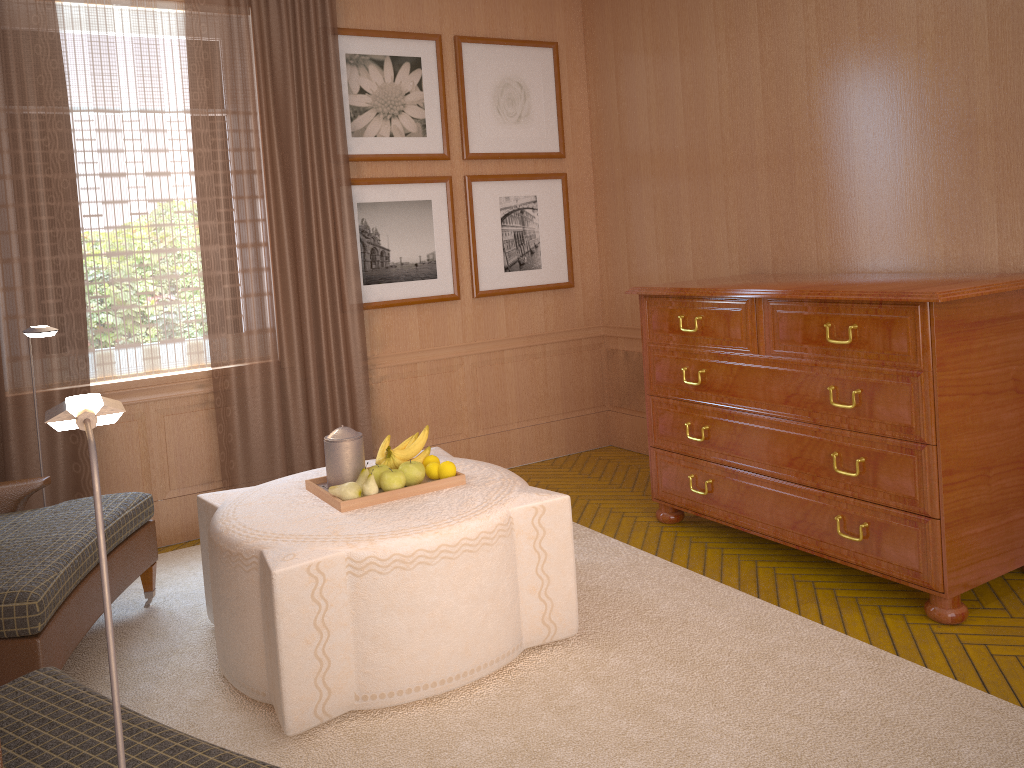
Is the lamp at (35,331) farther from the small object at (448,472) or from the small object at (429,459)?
the small object at (448,472)

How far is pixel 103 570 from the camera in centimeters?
191cm

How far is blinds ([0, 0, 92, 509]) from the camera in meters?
6.7

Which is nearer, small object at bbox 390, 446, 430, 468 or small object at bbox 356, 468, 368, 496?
small object at bbox 356, 468, 368, 496

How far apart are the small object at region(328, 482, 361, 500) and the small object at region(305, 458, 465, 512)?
0.03m

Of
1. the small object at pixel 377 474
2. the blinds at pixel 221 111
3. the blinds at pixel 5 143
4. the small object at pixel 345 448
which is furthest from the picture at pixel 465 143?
the small object at pixel 377 474

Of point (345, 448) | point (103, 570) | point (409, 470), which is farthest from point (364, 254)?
point (103, 570)

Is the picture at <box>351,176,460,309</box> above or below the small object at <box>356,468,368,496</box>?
above

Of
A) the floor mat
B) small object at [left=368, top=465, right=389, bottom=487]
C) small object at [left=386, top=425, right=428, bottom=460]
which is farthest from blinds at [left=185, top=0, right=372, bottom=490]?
small object at [left=368, top=465, right=389, bottom=487]

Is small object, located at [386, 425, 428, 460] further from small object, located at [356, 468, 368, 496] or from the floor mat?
the floor mat
